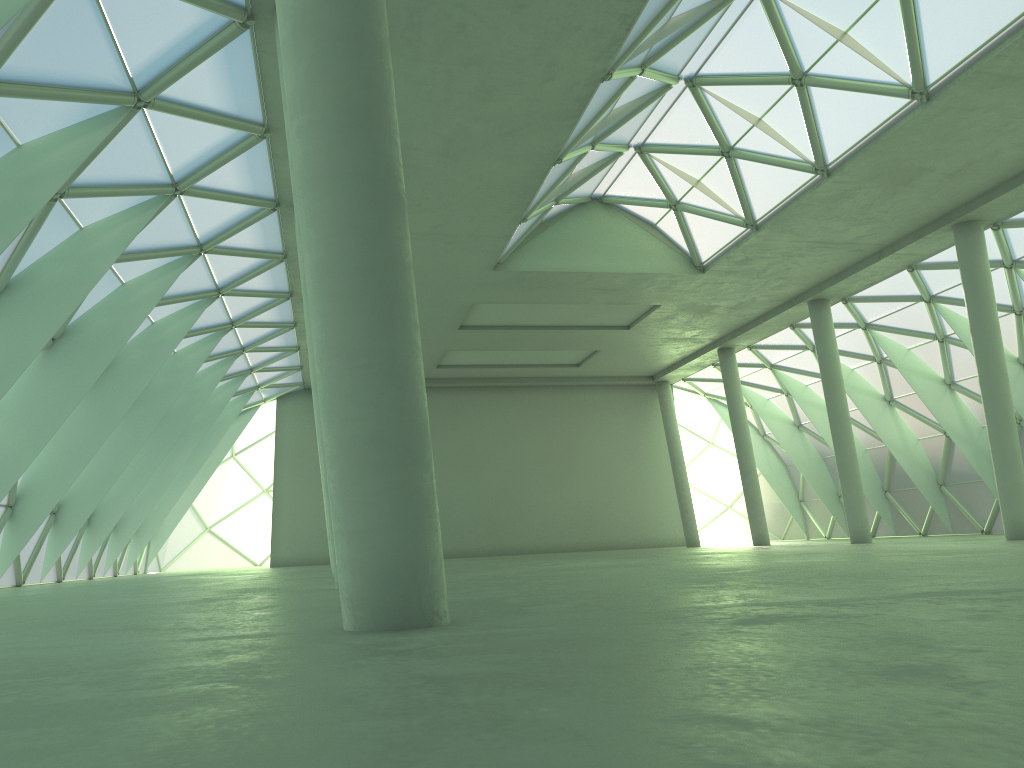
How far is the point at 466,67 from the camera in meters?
21.9
